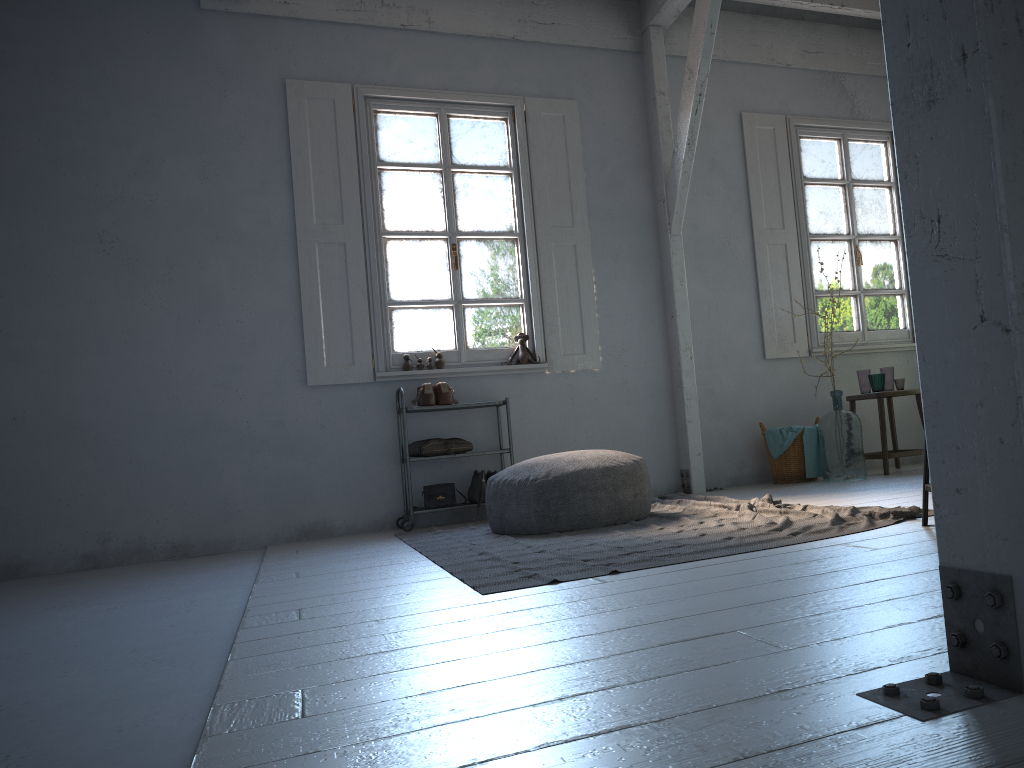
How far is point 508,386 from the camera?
6.9 meters

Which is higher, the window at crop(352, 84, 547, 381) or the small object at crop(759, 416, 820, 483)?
the window at crop(352, 84, 547, 381)

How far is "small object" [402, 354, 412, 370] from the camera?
6.69m

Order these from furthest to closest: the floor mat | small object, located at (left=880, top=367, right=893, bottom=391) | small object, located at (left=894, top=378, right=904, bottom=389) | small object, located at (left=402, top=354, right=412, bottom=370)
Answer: small object, located at (left=880, top=367, right=893, bottom=391) < small object, located at (left=894, top=378, right=904, bottom=389) < small object, located at (left=402, top=354, right=412, bottom=370) < the floor mat

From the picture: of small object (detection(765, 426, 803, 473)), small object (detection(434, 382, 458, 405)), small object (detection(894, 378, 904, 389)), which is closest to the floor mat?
small object (detection(434, 382, 458, 405))

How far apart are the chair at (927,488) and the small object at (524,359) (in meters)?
3.72

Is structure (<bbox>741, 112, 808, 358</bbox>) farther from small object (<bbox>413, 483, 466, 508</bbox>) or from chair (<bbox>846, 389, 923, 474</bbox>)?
small object (<bbox>413, 483, 466, 508</bbox>)

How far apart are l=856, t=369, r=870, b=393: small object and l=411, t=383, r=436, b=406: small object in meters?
3.6

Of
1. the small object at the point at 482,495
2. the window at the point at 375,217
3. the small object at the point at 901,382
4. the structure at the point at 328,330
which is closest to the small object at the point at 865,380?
the small object at the point at 901,382

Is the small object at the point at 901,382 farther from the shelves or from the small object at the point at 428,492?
the small object at the point at 428,492
